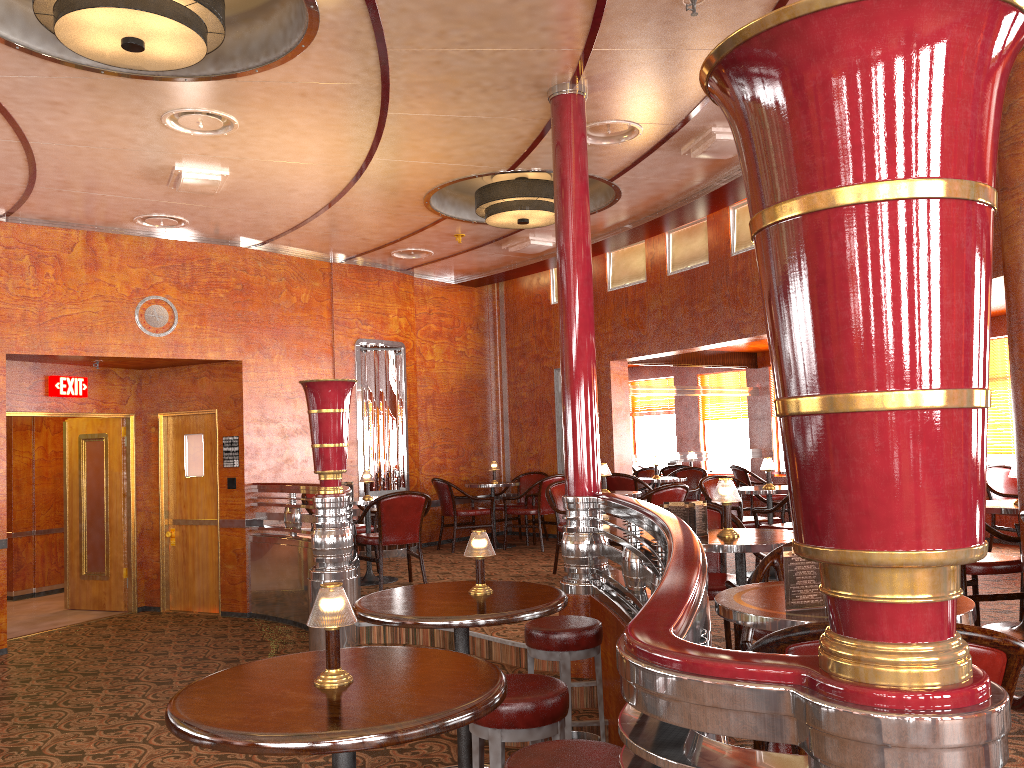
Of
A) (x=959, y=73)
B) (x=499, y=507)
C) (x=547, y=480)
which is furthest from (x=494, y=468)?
(x=959, y=73)

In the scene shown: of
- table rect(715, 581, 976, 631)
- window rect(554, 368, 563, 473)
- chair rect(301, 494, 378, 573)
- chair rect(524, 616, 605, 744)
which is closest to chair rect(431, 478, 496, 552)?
window rect(554, 368, 563, 473)

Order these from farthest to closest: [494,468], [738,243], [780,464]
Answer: [780,464] → [494,468] → [738,243]

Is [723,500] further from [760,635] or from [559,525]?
[559,525]

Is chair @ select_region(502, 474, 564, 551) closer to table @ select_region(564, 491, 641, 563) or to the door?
table @ select_region(564, 491, 641, 563)

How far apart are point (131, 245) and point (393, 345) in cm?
297

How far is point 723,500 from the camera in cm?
385

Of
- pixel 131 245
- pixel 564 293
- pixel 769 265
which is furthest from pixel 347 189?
pixel 769 265

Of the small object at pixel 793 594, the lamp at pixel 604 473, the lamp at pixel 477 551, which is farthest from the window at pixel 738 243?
the small object at pixel 793 594

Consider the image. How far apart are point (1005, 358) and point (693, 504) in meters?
6.5 m
